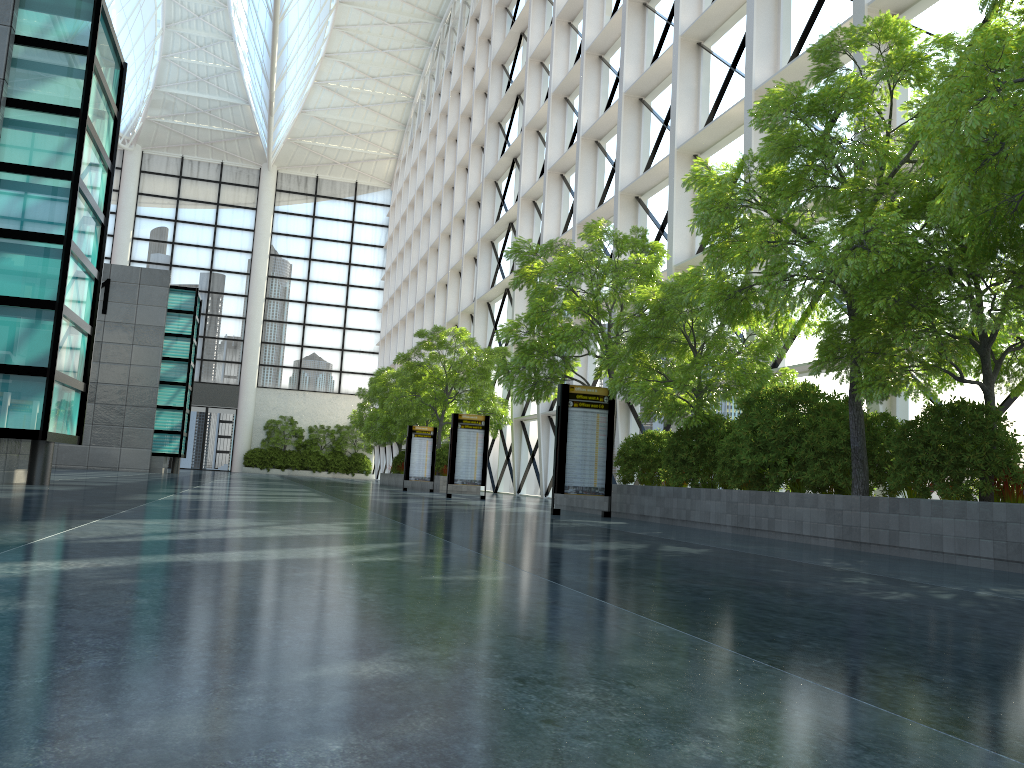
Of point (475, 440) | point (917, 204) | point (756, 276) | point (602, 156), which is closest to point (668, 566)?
point (756, 276)

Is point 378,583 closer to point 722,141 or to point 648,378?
point 648,378
